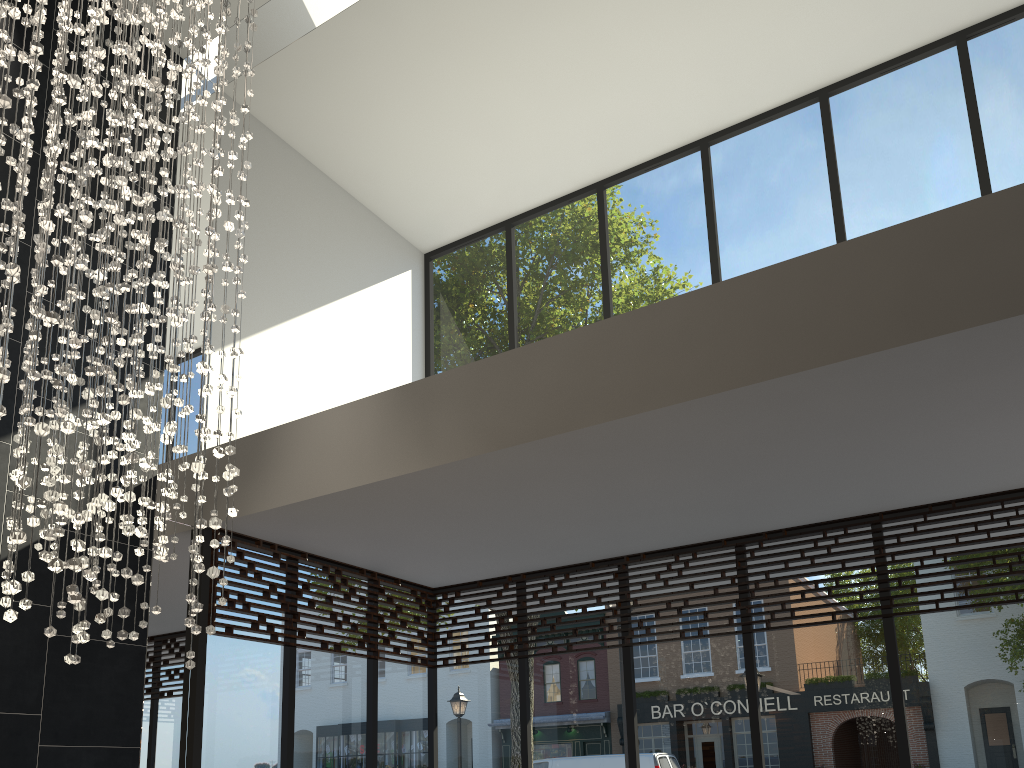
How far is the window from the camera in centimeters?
496cm

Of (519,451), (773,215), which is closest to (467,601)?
(519,451)

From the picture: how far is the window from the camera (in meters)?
4.96

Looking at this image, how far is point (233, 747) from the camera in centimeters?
496cm

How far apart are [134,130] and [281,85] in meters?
2.3 m

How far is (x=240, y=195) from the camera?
4.0m

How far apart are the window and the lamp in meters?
1.2 m

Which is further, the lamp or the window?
the window

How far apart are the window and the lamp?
1.19m

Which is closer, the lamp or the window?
the lamp
